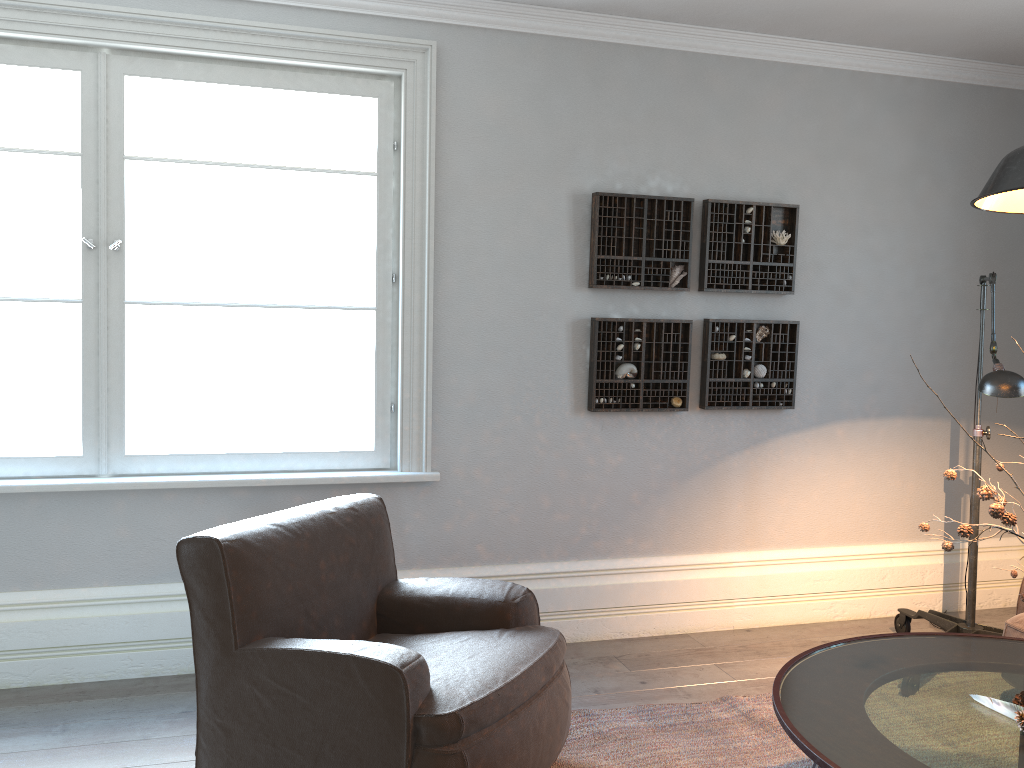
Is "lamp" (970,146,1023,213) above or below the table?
above

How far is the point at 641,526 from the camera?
4.0 meters

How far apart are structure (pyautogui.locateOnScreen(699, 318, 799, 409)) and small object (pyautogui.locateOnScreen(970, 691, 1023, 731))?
2.04m

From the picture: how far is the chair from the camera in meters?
2.2 m

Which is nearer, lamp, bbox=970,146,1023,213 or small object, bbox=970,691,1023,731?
lamp, bbox=970,146,1023,213

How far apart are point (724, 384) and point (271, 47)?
2.41m

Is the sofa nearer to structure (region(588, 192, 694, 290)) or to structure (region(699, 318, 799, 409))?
structure (region(699, 318, 799, 409))

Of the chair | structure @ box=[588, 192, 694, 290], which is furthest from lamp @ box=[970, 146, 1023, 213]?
structure @ box=[588, 192, 694, 290]

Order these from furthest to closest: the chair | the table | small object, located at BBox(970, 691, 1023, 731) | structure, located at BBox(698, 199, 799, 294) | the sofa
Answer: structure, located at BBox(698, 199, 799, 294)
the sofa
the chair
small object, located at BBox(970, 691, 1023, 731)
the table

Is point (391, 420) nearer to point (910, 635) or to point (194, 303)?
point (194, 303)
